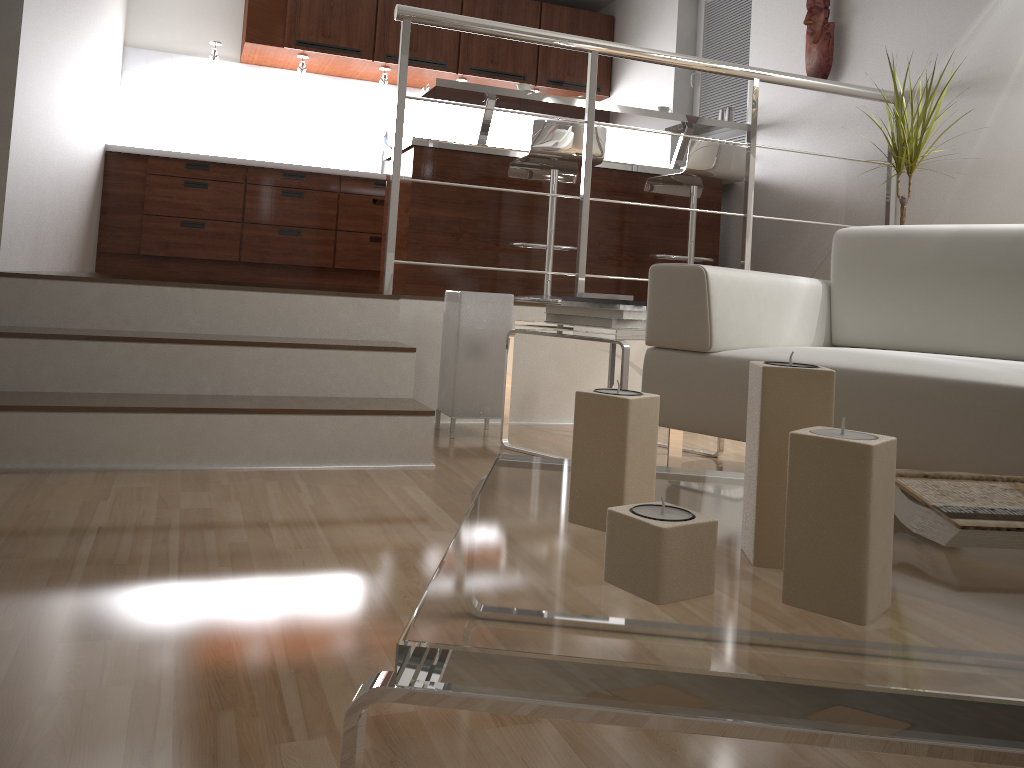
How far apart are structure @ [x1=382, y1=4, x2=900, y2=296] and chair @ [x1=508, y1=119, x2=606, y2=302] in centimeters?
64cm

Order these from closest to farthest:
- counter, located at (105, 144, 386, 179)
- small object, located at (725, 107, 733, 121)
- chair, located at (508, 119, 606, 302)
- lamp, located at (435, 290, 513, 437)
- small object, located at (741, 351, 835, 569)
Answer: small object, located at (741, 351, 835, 569), lamp, located at (435, 290, 513, 437), chair, located at (508, 119, 606, 302), small object, located at (725, 107, 733, 121), counter, located at (105, 144, 386, 179)

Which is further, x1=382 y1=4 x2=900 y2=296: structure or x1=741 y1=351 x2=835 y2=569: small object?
x1=382 y1=4 x2=900 y2=296: structure

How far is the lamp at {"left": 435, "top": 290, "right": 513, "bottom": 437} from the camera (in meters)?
2.88

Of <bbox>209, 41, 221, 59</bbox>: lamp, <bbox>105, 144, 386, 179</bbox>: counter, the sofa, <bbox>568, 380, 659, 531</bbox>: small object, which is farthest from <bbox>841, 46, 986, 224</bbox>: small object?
<bbox>209, 41, 221, 59</bbox>: lamp

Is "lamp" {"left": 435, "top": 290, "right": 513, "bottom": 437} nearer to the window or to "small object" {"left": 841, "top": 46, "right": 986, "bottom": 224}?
"small object" {"left": 841, "top": 46, "right": 986, "bottom": 224}

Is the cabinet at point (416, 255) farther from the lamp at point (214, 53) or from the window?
the lamp at point (214, 53)

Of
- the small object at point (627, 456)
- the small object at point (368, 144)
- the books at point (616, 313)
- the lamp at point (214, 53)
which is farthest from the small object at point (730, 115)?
the small object at point (627, 456)

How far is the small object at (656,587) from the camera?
0.7 meters

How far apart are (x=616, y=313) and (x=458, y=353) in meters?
0.6
